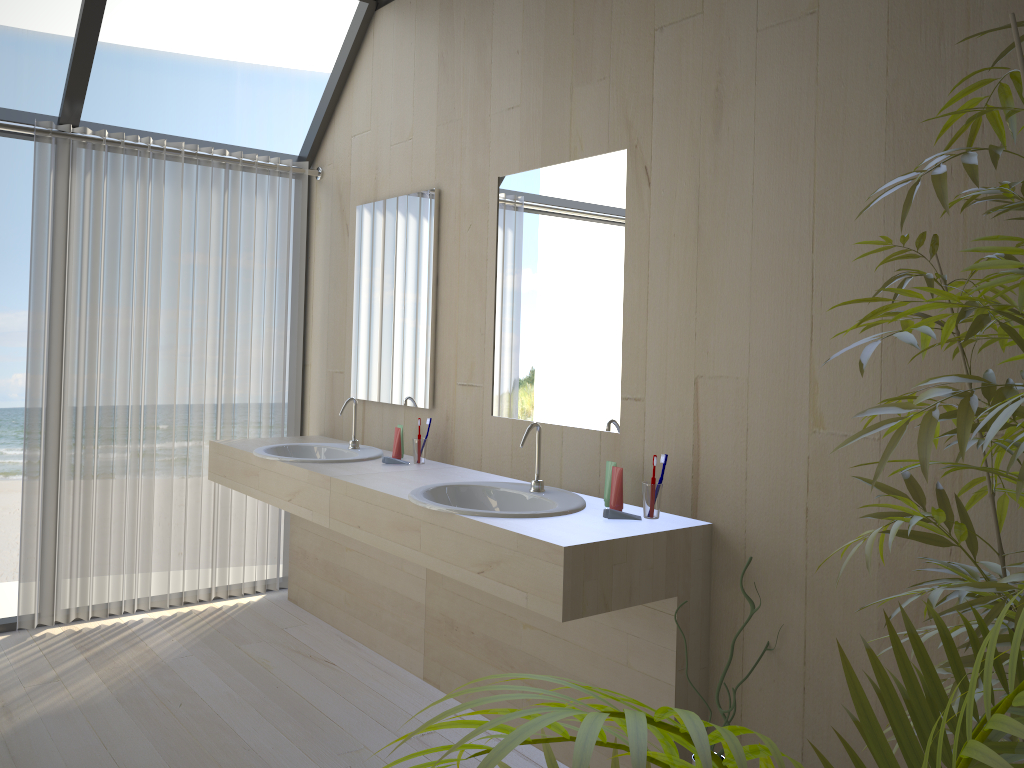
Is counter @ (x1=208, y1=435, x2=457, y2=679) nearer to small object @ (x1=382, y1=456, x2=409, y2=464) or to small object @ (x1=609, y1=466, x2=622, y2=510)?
small object @ (x1=382, y1=456, x2=409, y2=464)

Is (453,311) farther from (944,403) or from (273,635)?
(944,403)

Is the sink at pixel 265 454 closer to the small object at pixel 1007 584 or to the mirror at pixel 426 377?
the mirror at pixel 426 377

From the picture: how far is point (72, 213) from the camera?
3.7 meters

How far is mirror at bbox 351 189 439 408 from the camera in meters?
3.5

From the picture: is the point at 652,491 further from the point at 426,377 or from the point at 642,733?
the point at 642,733

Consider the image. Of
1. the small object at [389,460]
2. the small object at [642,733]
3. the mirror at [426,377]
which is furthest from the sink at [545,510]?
the small object at [642,733]

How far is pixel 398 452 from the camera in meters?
3.4

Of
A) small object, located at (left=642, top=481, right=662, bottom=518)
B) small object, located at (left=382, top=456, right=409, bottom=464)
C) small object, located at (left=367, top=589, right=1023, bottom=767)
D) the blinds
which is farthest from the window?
small object, located at (left=367, top=589, right=1023, bottom=767)

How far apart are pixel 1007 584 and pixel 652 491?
1.4 meters
